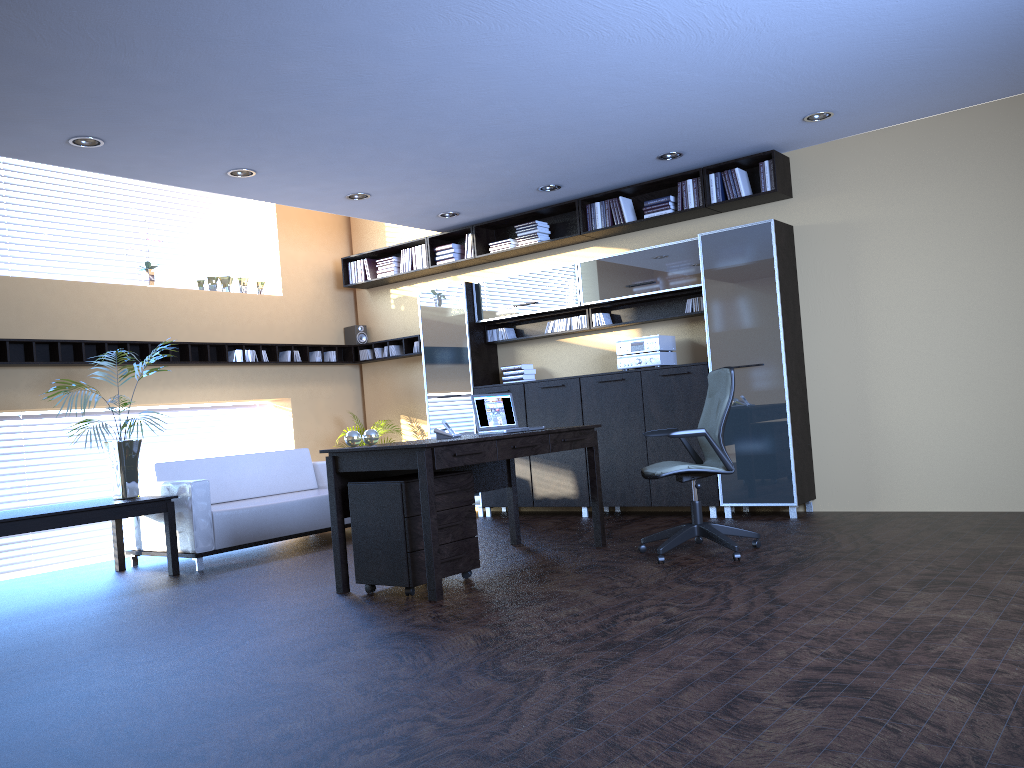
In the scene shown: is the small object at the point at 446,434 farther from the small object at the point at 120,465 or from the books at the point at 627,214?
the books at the point at 627,214

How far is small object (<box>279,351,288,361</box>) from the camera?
9.65m

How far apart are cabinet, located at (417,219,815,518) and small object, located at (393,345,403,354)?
Result: 0.75m

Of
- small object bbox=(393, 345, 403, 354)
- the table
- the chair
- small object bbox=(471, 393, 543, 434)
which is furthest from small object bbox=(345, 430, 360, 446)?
small object bbox=(393, 345, 403, 354)

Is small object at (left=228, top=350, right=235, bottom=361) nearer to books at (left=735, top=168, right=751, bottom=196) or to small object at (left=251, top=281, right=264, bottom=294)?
small object at (left=251, top=281, right=264, bottom=294)

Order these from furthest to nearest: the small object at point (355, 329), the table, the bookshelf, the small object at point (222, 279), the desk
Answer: the small object at point (355, 329) < the small object at point (222, 279) < the bookshelf < the table < the desk

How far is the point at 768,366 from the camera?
7.2m

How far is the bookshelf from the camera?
7.40m

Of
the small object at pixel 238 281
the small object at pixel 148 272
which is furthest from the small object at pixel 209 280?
the small object at pixel 148 272

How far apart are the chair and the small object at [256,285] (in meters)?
5.35
